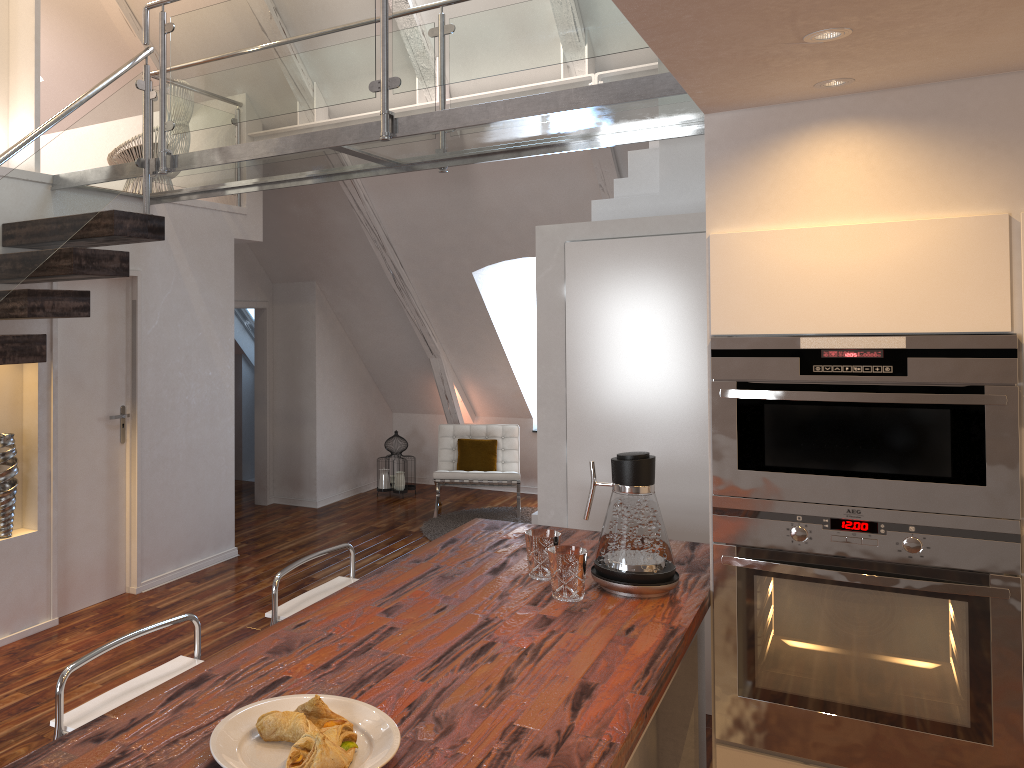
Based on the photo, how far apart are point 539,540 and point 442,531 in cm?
408

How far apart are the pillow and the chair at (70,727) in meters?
4.9

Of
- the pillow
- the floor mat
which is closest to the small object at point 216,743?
the floor mat

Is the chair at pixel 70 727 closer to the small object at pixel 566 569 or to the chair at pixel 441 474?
the small object at pixel 566 569

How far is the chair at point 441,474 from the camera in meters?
6.7

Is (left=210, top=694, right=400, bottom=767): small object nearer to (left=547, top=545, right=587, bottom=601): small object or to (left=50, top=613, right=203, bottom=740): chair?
(left=50, top=613, right=203, bottom=740): chair

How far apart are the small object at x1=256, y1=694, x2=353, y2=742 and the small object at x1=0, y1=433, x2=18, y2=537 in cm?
308

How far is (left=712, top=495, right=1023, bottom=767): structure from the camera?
2.1 meters

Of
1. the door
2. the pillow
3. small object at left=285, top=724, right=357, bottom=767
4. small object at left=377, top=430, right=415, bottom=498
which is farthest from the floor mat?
small object at left=285, top=724, right=357, bottom=767

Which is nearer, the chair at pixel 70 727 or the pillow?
the chair at pixel 70 727
